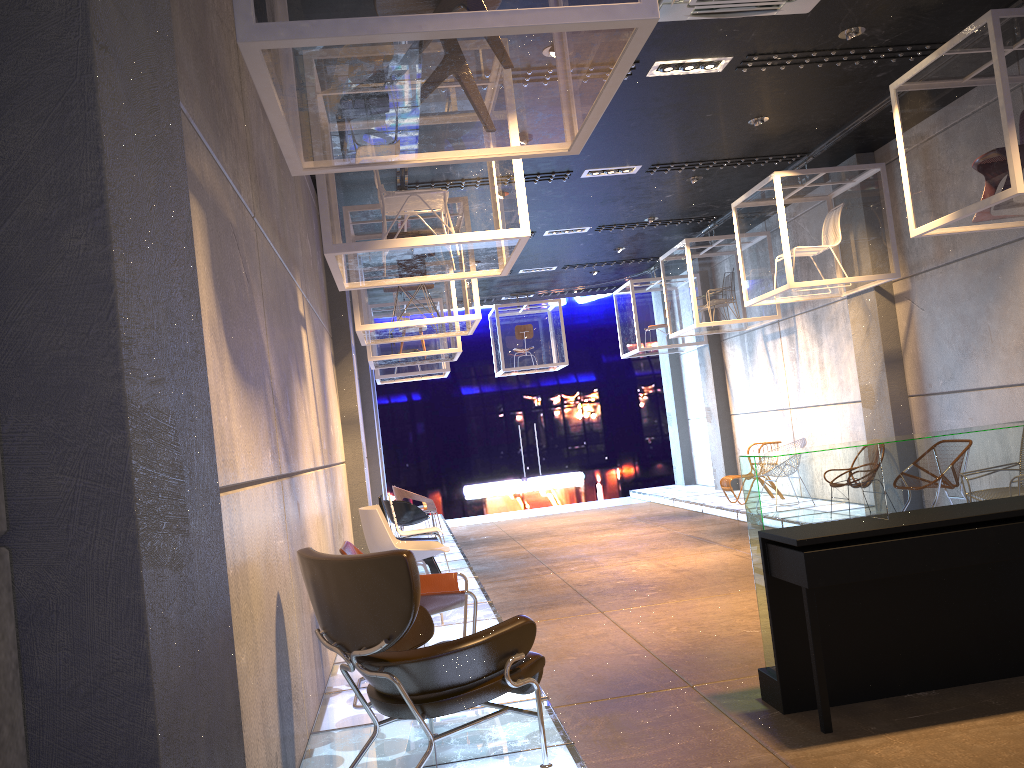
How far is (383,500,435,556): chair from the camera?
10.4m

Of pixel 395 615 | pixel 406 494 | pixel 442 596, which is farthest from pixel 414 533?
pixel 395 615

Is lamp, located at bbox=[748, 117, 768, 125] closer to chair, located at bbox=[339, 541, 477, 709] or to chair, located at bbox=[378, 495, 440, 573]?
chair, located at bbox=[378, 495, 440, 573]

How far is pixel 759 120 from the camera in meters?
8.1 m

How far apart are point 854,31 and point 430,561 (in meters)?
5.28

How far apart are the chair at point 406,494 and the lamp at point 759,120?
6.3 meters

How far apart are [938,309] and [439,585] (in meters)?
6.17

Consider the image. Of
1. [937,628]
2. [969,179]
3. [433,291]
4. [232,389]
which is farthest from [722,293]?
[232,389]

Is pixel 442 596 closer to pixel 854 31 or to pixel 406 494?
pixel 854 31

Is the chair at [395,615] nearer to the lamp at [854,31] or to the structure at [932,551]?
the structure at [932,551]
